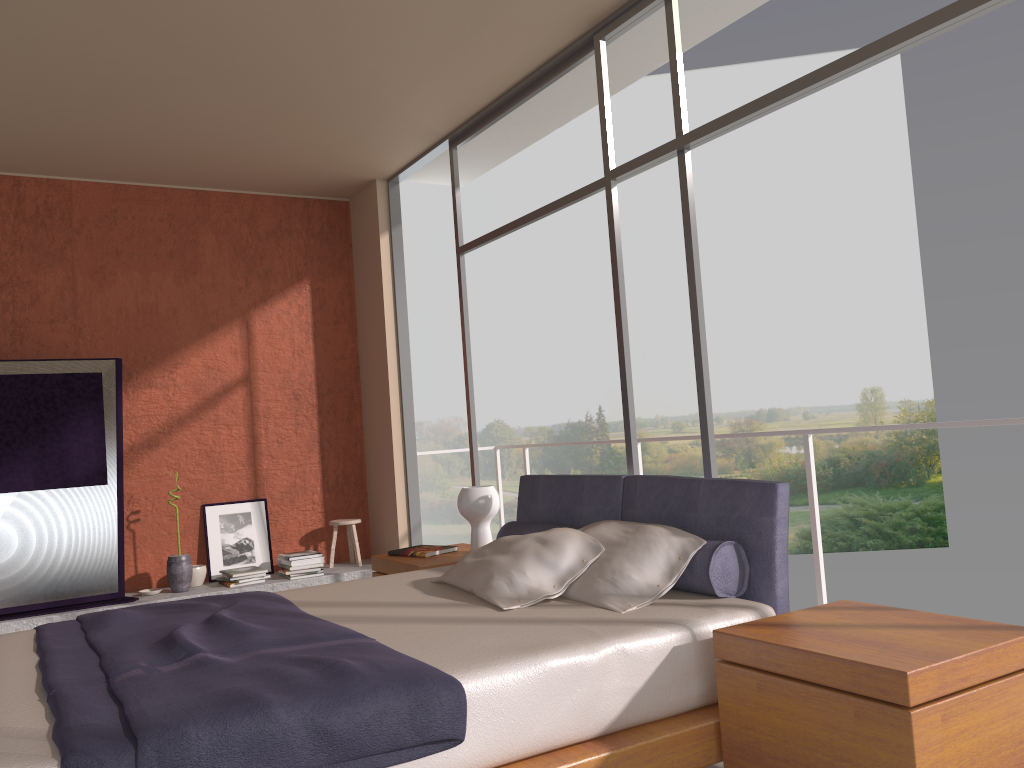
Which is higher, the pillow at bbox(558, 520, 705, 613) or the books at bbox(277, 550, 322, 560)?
the pillow at bbox(558, 520, 705, 613)

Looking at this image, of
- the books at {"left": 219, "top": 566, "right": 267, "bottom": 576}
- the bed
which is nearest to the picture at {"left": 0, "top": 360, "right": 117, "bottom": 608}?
the books at {"left": 219, "top": 566, "right": 267, "bottom": 576}

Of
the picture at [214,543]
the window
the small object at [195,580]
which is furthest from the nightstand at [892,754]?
the picture at [214,543]

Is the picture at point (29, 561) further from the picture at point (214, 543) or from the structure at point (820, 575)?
the structure at point (820, 575)

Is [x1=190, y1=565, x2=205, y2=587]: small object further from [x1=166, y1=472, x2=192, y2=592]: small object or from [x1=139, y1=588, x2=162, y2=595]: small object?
[x1=139, y1=588, x2=162, y2=595]: small object

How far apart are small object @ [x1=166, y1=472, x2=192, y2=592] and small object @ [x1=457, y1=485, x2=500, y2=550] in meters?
2.4

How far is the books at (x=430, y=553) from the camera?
4.6m

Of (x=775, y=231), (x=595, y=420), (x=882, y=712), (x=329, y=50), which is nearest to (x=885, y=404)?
(x=775, y=231)

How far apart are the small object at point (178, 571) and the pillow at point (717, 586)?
2.8 meters

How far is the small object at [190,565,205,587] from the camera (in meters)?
6.11
